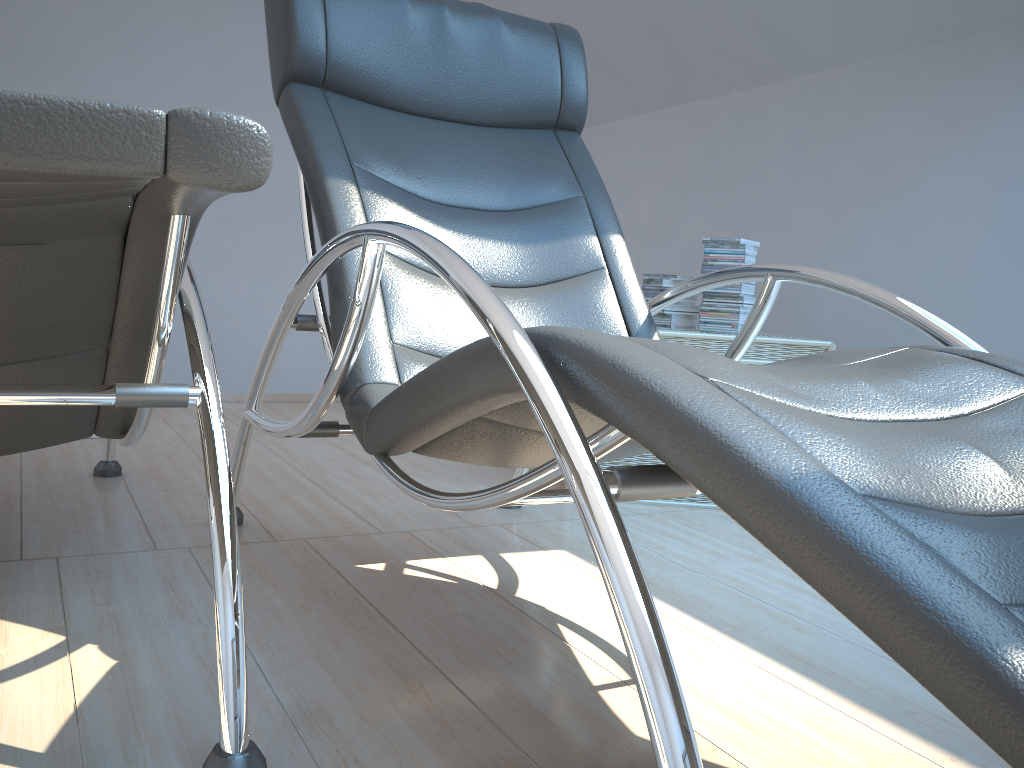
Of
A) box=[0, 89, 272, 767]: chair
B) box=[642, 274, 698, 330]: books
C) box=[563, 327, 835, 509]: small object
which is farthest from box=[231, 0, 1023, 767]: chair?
box=[642, 274, 698, 330]: books

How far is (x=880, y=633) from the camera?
0.6 meters

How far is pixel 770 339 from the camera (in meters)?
2.55

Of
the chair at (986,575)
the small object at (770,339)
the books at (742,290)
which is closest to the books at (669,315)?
the books at (742,290)

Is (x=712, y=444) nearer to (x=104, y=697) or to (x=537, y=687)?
(x=537, y=687)

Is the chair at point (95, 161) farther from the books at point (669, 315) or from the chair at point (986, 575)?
the books at point (669, 315)

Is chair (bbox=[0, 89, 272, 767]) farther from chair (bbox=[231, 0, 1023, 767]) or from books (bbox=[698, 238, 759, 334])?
books (bbox=[698, 238, 759, 334])

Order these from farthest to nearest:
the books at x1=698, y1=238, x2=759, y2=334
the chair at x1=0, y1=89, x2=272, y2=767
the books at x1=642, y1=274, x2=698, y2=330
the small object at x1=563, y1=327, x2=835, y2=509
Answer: the books at x1=642, y1=274, x2=698, y2=330 → the books at x1=698, y1=238, x2=759, y2=334 → the small object at x1=563, y1=327, x2=835, y2=509 → the chair at x1=0, y1=89, x2=272, y2=767

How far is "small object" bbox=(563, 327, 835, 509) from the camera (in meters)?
2.55

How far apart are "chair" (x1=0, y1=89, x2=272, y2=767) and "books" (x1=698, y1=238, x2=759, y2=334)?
1.75m
